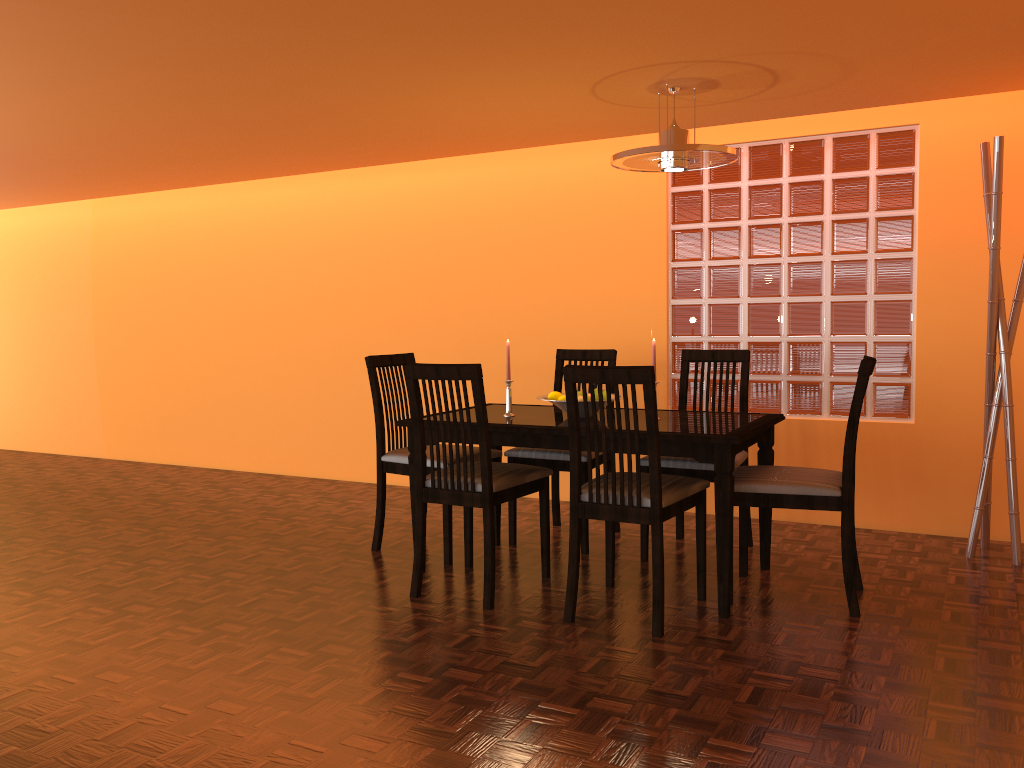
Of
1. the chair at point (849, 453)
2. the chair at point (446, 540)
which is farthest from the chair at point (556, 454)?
the chair at point (849, 453)

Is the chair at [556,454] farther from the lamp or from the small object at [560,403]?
the lamp

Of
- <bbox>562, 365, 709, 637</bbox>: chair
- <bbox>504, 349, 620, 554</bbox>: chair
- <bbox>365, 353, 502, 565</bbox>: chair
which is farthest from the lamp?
<bbox>365, 353, 502, 565</bbox>: chair

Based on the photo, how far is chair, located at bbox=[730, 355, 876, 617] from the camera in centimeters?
274cm

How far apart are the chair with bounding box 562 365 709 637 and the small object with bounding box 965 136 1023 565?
1.2 meters

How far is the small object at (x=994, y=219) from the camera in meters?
3.2

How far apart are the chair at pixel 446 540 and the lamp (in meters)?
1.25

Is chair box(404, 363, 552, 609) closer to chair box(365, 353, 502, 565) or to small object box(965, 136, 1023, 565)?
chair box(365, 353, 502, 565)

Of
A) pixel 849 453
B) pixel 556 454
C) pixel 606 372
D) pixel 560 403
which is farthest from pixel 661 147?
pixel 556 454

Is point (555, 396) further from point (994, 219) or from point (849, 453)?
point (994, 219)
